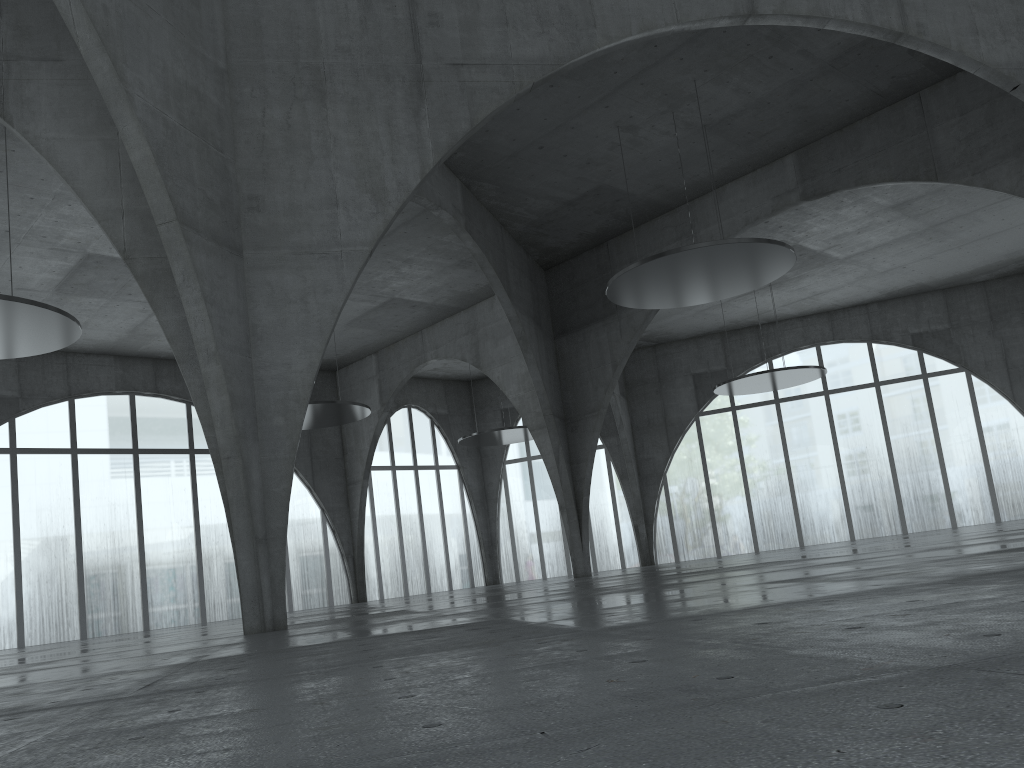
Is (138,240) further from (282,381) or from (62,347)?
(62,347)

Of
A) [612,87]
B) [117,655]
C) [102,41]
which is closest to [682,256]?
[612,87]
